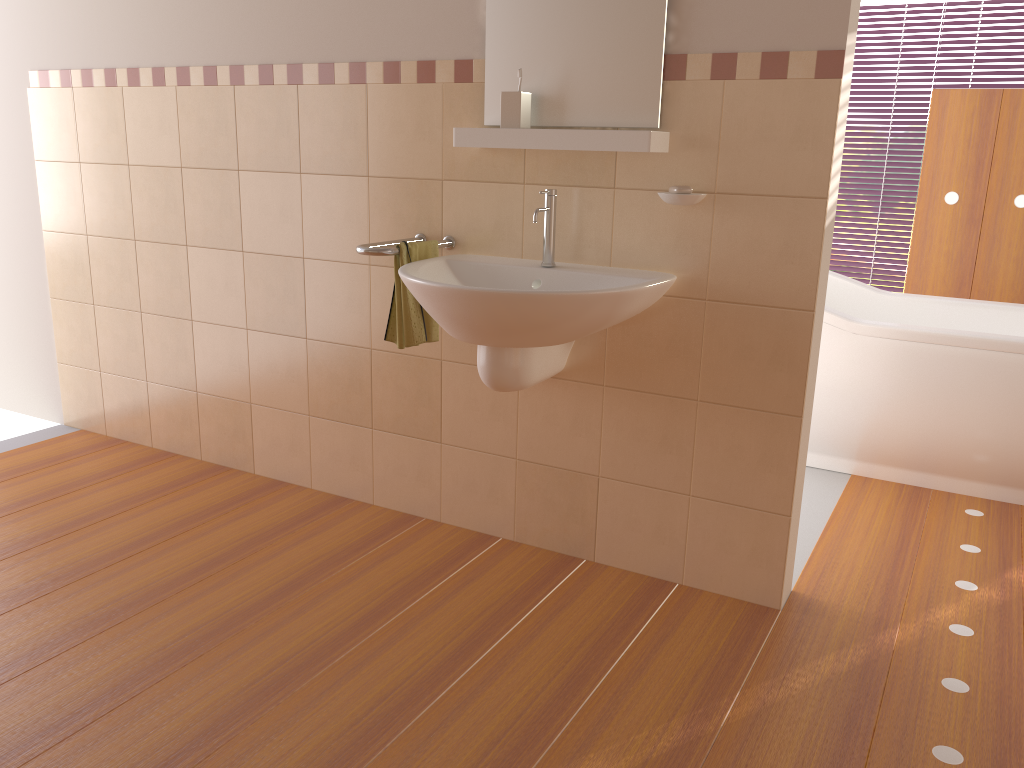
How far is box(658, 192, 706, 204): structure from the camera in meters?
2.2 m

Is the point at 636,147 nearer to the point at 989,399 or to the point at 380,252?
the point at 380,252

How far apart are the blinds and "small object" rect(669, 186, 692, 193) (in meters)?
3.97

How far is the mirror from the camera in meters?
2.2 m

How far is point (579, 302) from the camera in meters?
2.0

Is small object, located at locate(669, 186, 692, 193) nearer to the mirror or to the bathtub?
the mirror

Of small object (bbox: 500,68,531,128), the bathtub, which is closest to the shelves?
small object (bbox: 500,68,531,128)

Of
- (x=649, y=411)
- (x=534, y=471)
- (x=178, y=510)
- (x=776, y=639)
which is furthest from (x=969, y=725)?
(x=178, y=510)

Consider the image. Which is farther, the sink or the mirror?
the mirror

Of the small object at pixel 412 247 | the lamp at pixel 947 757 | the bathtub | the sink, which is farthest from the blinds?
the small object at pixel 412 247
